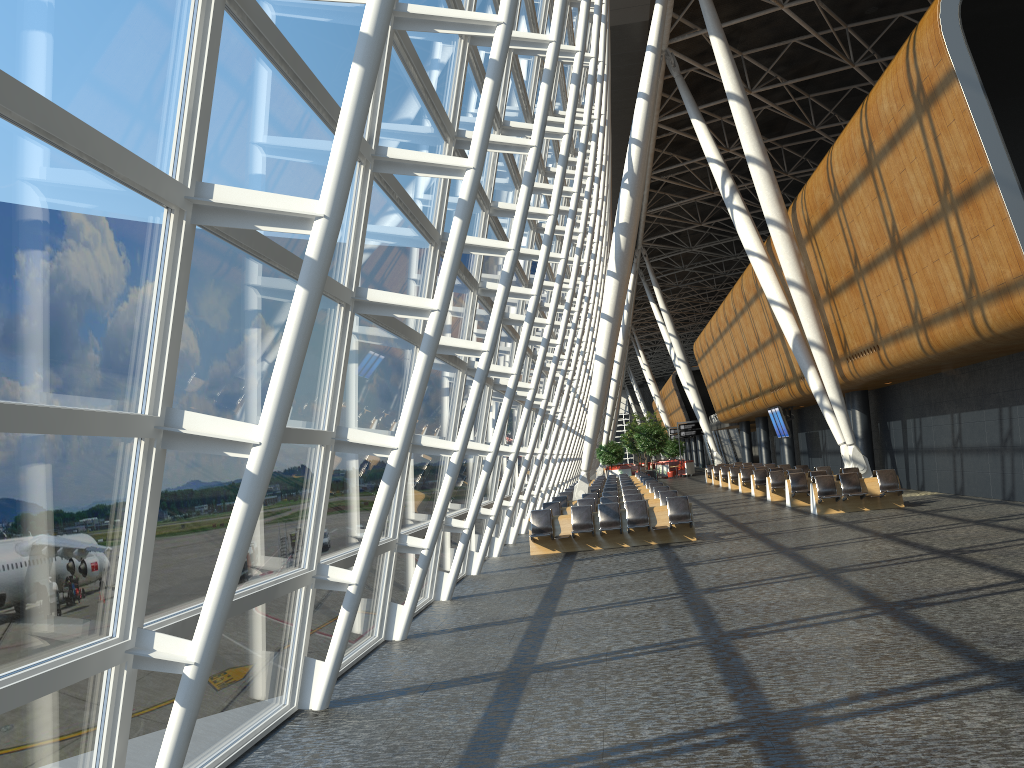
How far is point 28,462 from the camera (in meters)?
3.51

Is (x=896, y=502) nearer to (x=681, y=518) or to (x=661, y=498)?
(x=661, y=498)

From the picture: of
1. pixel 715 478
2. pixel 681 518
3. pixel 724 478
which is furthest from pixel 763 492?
pixel 681 518

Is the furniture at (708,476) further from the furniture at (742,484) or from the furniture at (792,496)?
the furniture at (792,496)

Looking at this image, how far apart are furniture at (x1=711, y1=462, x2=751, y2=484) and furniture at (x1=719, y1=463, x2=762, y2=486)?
2.64m

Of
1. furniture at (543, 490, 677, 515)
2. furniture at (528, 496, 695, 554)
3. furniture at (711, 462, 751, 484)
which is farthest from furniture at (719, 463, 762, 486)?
furniture at (528, 496, 695, 554)

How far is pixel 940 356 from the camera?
17.7 meters

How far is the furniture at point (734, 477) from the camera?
34.7 meters

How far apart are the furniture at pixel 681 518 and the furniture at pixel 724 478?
20.8 meters

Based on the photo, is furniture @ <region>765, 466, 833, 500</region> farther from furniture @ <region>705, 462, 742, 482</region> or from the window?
furniture @ <region>705, 462, 742, 482</region>
